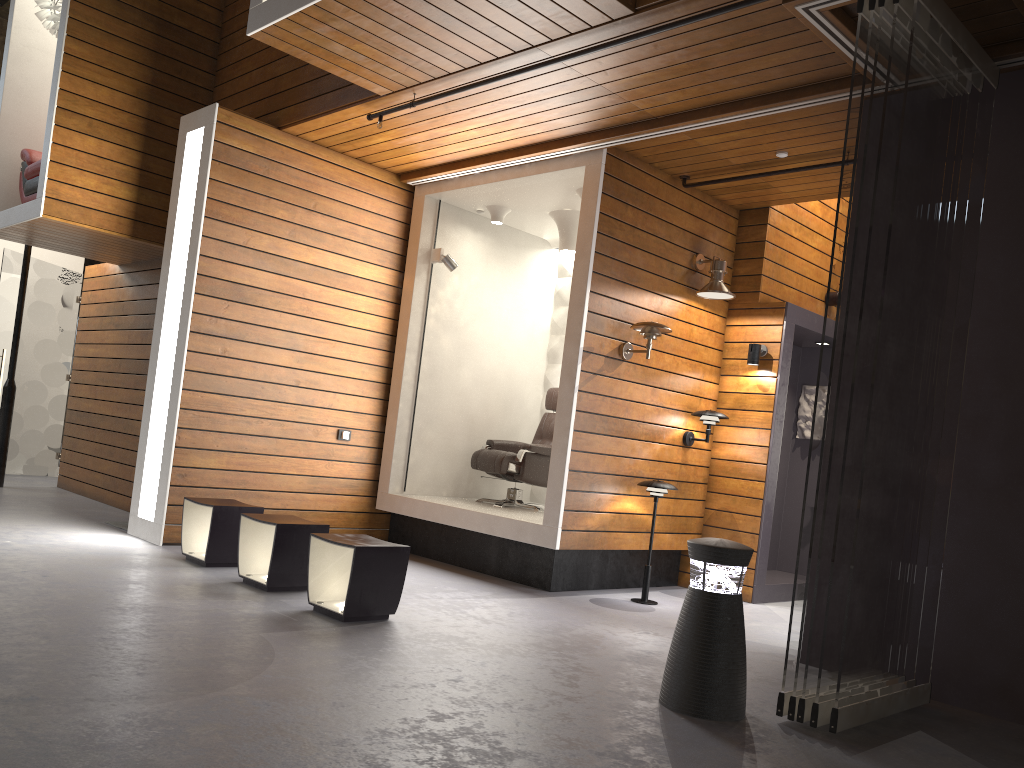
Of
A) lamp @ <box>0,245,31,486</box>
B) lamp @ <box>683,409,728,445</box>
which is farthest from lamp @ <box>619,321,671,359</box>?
lamp @ <box>0,245,31,486</box>

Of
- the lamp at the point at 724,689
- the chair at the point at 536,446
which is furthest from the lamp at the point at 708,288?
the lamp at the point at 724,689

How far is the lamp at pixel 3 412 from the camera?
8.36m

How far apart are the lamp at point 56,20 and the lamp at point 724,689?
6.7 meters

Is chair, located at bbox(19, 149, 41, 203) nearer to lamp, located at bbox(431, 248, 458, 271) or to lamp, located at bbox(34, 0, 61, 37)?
lamp, located at bbox(34, 0, 61, 37)

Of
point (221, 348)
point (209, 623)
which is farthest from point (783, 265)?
point (209, 623)

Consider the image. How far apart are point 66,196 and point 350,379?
2.5m

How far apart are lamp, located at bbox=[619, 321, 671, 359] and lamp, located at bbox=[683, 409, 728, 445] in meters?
0.8 m

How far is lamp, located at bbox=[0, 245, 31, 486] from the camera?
8.4m

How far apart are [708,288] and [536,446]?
1.8 meters
